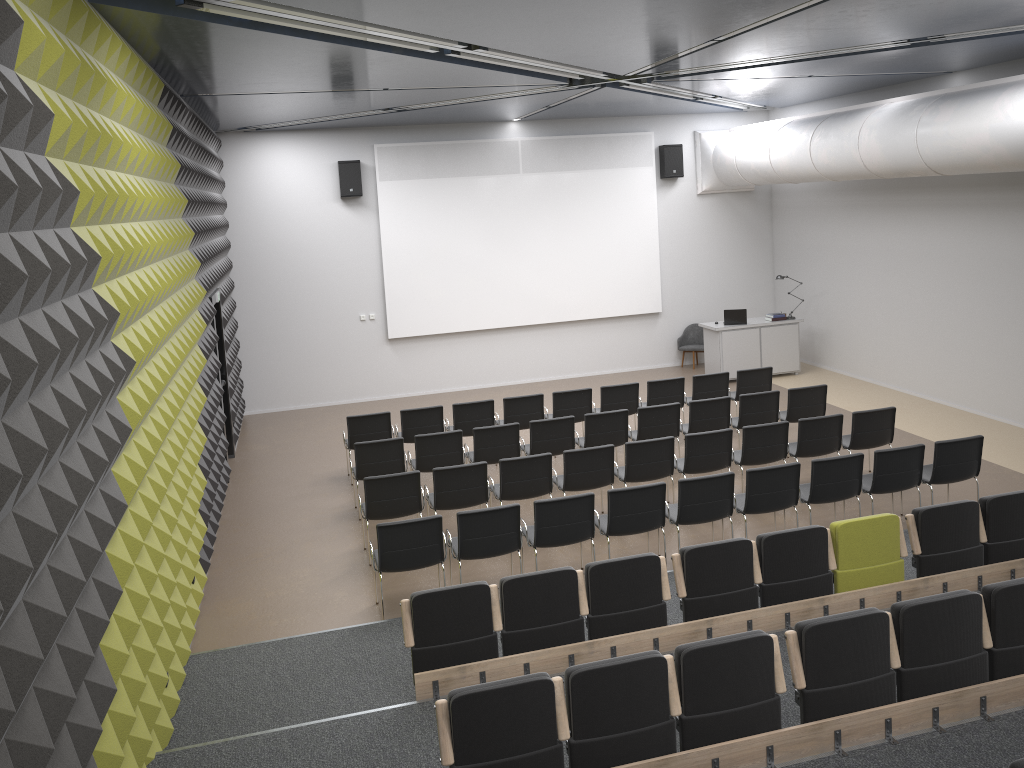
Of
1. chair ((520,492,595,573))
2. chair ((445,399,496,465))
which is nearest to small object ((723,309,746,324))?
chair ((445,399,496,465))

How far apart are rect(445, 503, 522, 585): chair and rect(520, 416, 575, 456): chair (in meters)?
2.52

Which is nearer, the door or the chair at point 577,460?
the chair at point 577,460

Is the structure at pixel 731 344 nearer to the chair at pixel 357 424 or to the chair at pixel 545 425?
the chair at pixel 545 425

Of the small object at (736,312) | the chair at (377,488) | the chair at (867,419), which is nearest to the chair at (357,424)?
the chair at (377,488)

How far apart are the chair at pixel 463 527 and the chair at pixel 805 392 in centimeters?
491cm

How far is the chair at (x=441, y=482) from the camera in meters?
8.8 m

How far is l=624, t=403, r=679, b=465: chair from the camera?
10.7 meters

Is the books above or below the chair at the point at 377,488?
above

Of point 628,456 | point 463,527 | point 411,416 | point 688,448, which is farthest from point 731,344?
point 463,527
